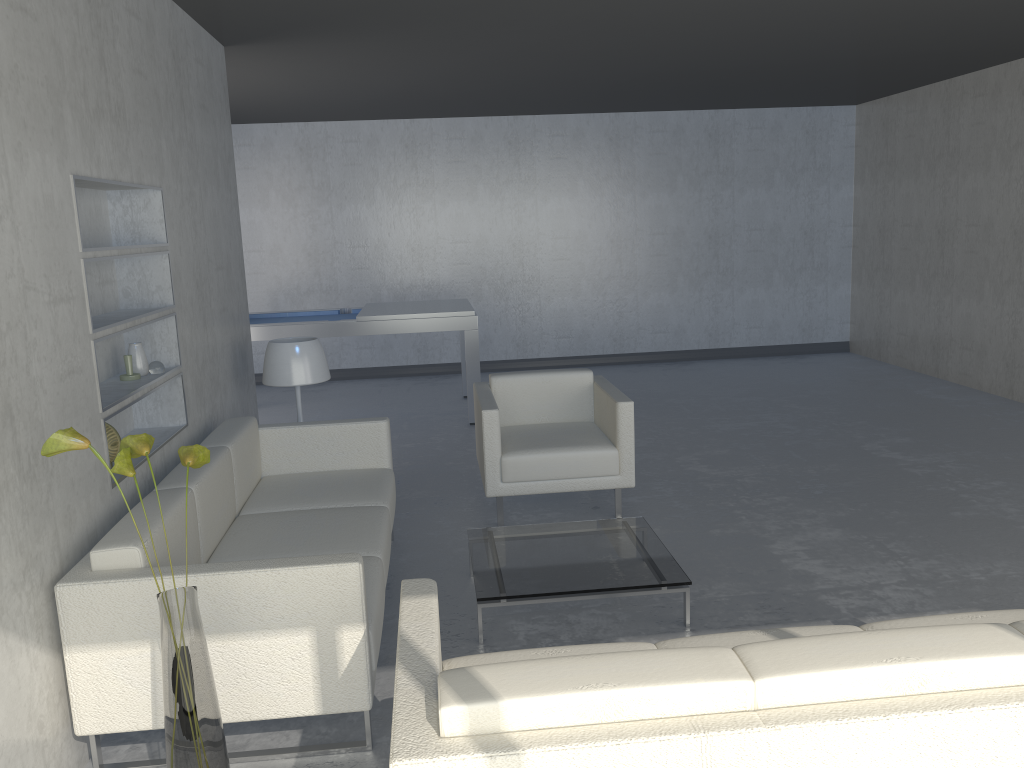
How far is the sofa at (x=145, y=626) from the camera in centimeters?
237cm

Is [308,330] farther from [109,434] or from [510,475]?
[109,434]

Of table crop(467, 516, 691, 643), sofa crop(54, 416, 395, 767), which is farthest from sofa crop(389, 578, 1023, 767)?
table crop(467, 516, 691, 643)

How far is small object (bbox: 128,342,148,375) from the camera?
3.5 meters

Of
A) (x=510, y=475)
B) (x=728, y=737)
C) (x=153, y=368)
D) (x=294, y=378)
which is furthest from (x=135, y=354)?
(x=728, y=737)

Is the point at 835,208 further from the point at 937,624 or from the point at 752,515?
the point at 937,624

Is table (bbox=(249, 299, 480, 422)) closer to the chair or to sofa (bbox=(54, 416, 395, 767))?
the chair

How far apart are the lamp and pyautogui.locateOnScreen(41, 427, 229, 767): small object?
2.1 meters

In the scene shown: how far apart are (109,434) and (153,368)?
0.5m

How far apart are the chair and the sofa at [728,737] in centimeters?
201cm
